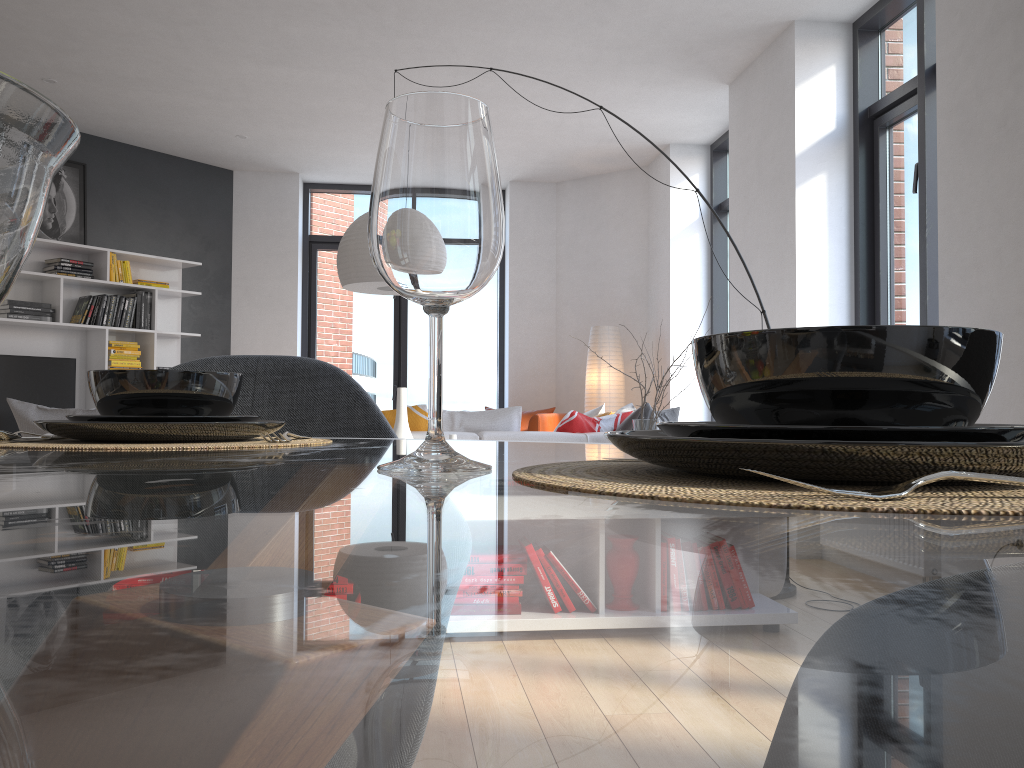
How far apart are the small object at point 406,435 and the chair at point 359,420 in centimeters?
191cm

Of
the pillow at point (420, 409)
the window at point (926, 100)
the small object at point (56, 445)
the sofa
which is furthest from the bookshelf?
the small object at point (56, 445)

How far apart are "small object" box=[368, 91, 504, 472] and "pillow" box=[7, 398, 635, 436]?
3.4m

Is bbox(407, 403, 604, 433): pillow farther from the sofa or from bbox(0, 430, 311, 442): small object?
bbox(0, 430, 311, 442): small object

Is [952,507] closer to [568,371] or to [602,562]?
[602,562]

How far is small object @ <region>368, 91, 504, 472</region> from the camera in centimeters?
50cm

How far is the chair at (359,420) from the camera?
1.28m

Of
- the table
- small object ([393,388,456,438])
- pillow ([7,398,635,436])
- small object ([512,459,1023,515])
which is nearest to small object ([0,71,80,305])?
the table

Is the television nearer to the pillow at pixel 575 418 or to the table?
the pillow at pixel 575 418

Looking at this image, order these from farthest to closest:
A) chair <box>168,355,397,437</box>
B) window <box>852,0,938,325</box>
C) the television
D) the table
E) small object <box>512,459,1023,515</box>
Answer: the television, window <box>852,0,938,325</box>, chair <box>168,355,397,437</box>, small object <box>512,459,1023,515</box>, the table
